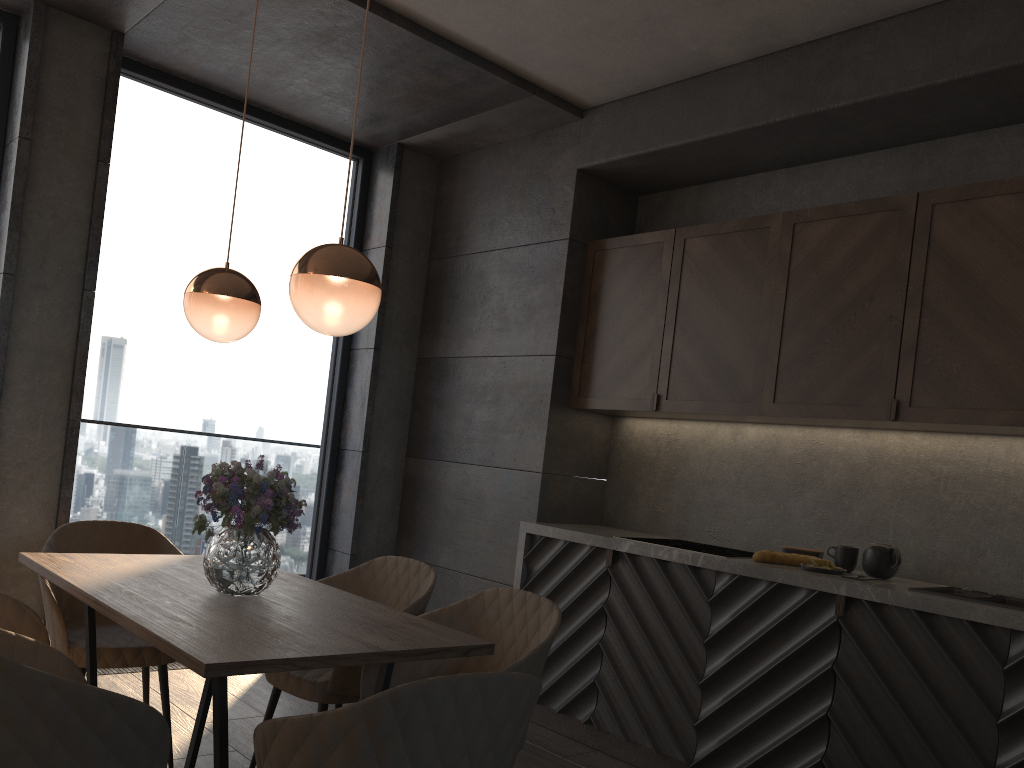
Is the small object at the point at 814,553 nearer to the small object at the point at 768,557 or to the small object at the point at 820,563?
the small object at the point at 768,557

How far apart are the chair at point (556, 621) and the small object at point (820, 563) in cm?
125

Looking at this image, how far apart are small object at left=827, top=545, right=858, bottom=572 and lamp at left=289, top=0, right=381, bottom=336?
2.19m

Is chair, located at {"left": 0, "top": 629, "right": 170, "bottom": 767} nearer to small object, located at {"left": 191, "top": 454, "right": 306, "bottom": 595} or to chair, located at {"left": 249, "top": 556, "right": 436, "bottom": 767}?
small object, located at {"left": 191, "top": 454, "right": 306, "bottom": 595}

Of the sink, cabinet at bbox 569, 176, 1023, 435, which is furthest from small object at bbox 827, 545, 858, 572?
cabinet at bbox 569, 176, 1023, 435

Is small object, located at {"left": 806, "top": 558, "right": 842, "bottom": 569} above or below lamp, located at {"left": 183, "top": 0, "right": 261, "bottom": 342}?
below

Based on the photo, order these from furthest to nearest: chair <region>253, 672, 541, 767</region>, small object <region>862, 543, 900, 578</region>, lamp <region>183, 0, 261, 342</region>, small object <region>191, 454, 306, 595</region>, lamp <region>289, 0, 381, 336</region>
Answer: small object <region>862, 543, 900, 578</region>
lamp <region>183, 0, 261, 342</region>
small object <region>191, 454, 306, 595</region>
lamp <region>289, 0, 381, 336</region>
chair <region>253, 672, 541, 767</region>

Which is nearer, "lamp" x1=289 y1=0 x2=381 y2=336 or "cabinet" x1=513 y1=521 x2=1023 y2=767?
"lamp" x1=289 y1=0 x2=381 y2=336

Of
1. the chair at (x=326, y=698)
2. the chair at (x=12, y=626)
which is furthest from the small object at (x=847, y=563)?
the chair at (x=12, y=626)

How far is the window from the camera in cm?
448
